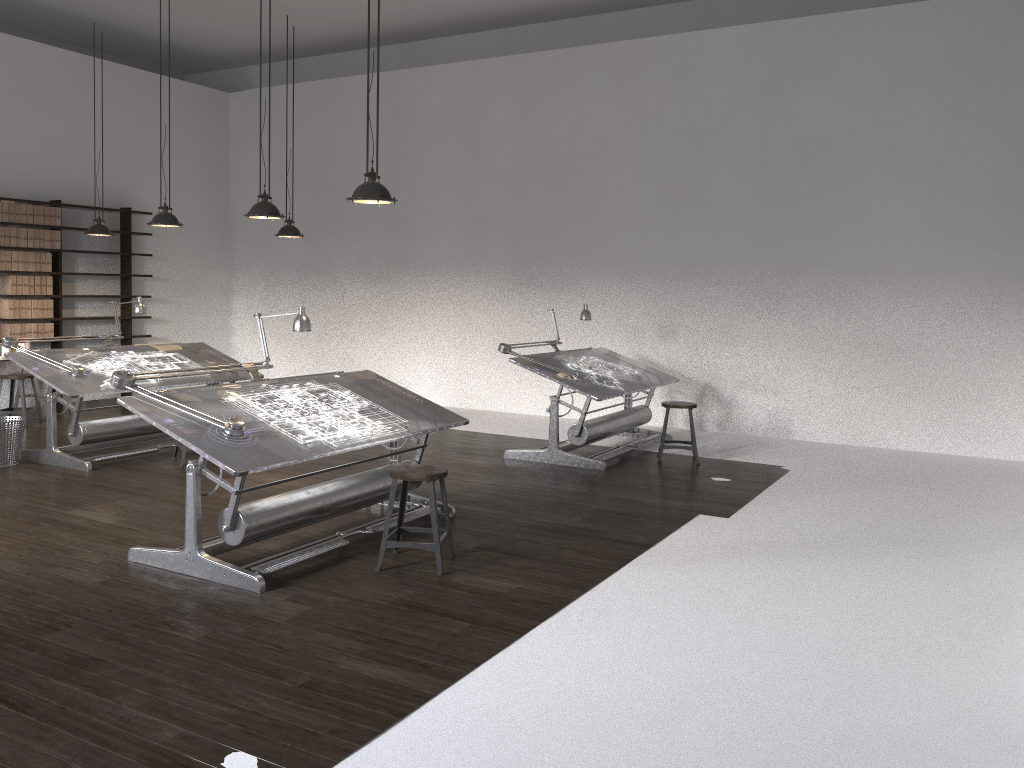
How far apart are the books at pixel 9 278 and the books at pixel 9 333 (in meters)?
0.40

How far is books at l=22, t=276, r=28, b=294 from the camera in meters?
10.2 m

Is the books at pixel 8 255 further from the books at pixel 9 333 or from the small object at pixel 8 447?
the small object at pixel 8 447

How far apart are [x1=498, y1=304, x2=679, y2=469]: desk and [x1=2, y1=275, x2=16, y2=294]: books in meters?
6.1

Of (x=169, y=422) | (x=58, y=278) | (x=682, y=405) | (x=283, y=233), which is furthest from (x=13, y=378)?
(x=682, y=405)

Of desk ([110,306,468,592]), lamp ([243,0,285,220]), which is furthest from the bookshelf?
desk ([110,306,468,592])

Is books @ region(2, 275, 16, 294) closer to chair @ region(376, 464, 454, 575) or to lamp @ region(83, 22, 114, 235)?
lamp @ region(83, 22, 114, 235)

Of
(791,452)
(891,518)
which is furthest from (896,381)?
(891,518)

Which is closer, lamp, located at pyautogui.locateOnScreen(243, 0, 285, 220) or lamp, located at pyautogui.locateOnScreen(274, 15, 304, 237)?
lamp, located at pyautogui.locateOnScreen(243, 0, 285, 220)

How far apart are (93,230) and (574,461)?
5.8 meters
